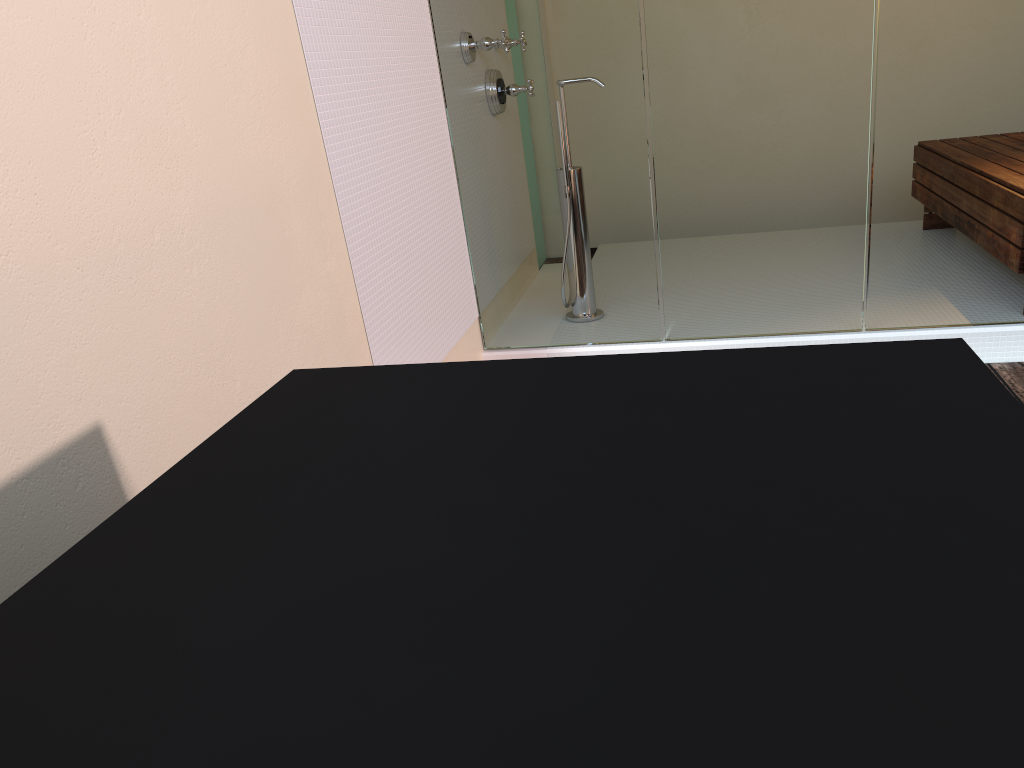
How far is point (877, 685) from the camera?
0.5m

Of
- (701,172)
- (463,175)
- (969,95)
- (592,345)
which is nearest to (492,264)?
(463,175)

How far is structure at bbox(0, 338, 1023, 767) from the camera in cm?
48

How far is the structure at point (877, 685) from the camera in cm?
48
